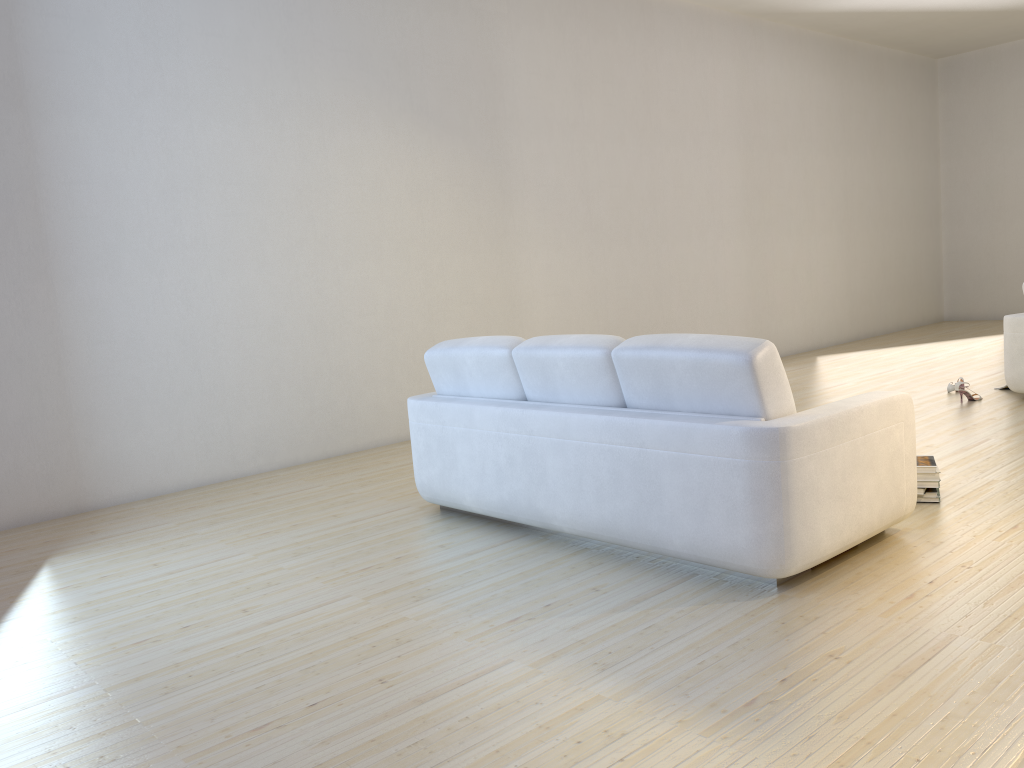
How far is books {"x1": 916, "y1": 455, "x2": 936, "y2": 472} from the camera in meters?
3.8

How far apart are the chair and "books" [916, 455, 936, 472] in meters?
2.5 m

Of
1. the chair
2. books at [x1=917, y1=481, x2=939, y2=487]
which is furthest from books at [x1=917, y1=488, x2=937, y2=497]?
the chair

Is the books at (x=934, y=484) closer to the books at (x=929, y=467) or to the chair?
the books at (x=929, y=467)

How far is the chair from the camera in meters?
5.9

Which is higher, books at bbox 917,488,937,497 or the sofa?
the sofa

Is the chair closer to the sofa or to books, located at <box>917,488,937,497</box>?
books, located at <box>917,488,937,497</box>

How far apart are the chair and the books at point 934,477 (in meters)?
2.70

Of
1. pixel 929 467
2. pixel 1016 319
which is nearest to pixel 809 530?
pixel 929 467

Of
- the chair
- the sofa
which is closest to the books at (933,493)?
the sofa
